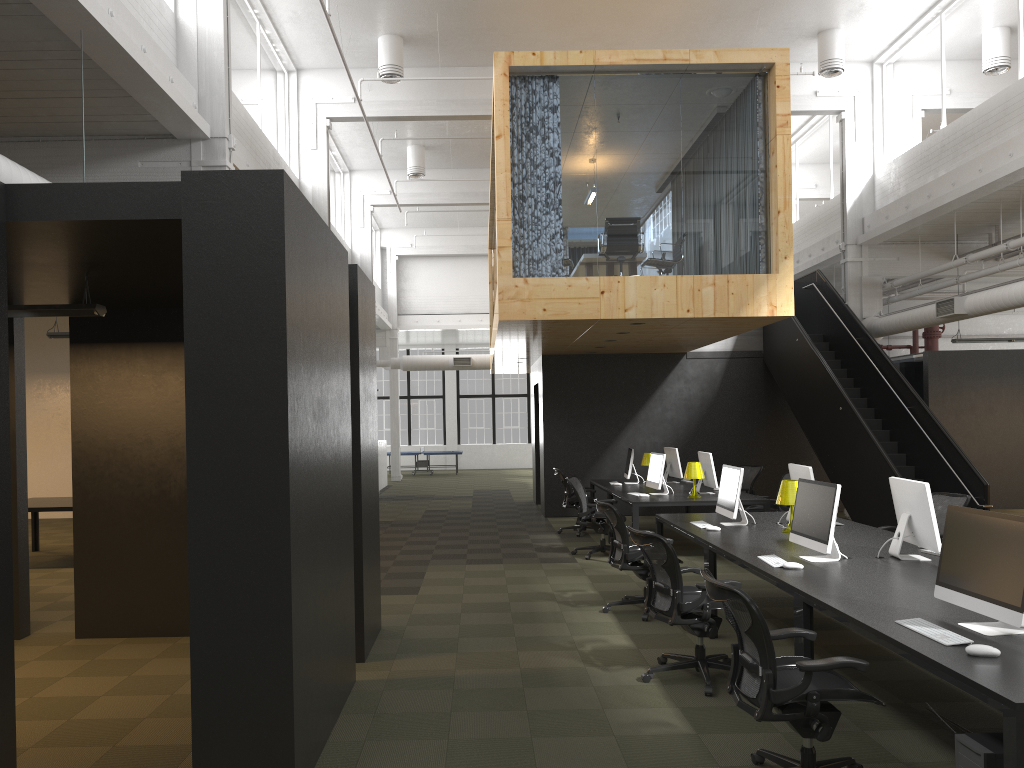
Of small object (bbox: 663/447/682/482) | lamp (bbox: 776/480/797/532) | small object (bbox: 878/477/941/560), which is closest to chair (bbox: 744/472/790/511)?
small object (bbox: 663/447/682/482)

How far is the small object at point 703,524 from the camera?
7.9m

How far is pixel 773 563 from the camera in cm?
572

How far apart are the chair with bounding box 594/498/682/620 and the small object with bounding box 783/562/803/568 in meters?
2.1 m

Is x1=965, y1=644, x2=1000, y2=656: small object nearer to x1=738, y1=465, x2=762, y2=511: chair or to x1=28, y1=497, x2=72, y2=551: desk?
x1=738, y1=465, x2=762, y2=511: chair

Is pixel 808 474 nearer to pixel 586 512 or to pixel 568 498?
pixel 586 512

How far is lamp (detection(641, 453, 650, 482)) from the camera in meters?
13.8

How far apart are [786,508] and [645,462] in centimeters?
301cm

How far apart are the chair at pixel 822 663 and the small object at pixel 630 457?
8.7 meters

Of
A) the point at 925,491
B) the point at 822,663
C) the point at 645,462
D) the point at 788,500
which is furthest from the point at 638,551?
the point at 645,462
